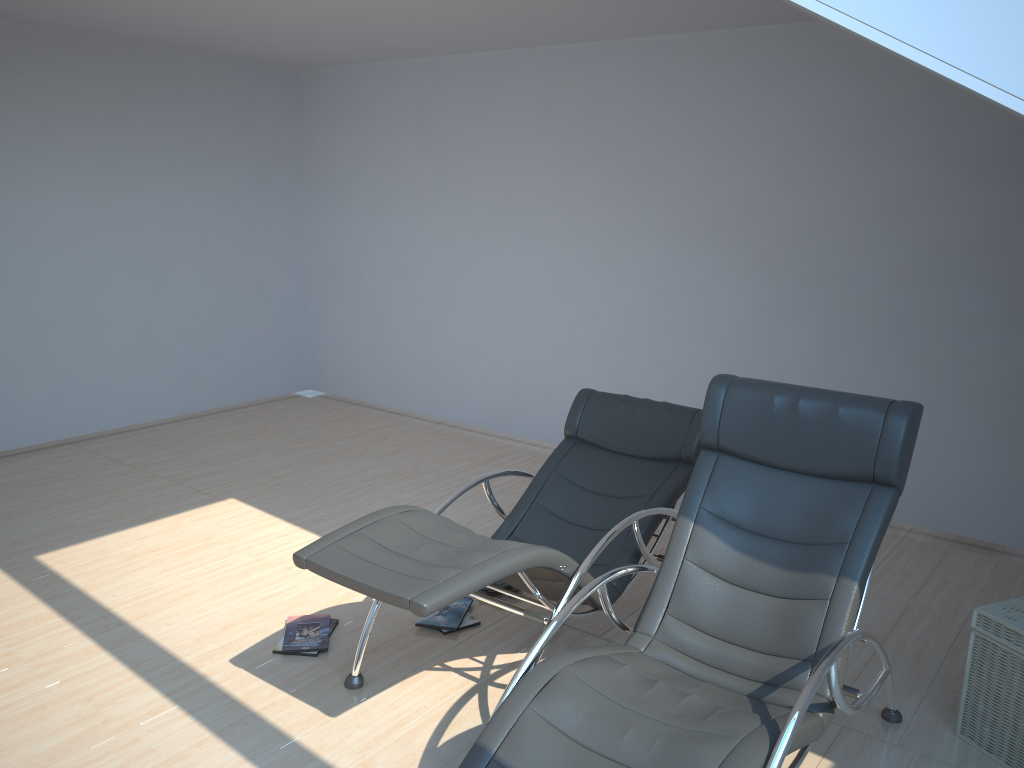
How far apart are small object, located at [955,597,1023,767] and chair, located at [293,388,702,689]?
1.2m

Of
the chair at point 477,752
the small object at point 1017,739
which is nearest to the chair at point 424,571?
the chair at point 477,752

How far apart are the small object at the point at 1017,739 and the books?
1.95m

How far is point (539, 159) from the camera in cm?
647

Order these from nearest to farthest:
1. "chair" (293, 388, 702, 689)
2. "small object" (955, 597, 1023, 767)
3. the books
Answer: "chair" (293, 388, 702, 689) → "small object" (955, 597, 1023, 767) → the books

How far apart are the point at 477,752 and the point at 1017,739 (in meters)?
1.96

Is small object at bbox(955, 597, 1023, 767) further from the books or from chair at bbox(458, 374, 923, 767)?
the books

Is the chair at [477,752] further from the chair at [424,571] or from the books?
the books

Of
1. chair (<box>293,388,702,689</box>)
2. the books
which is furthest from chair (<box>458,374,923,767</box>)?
the books

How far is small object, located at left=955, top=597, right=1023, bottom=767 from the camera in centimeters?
303cm
